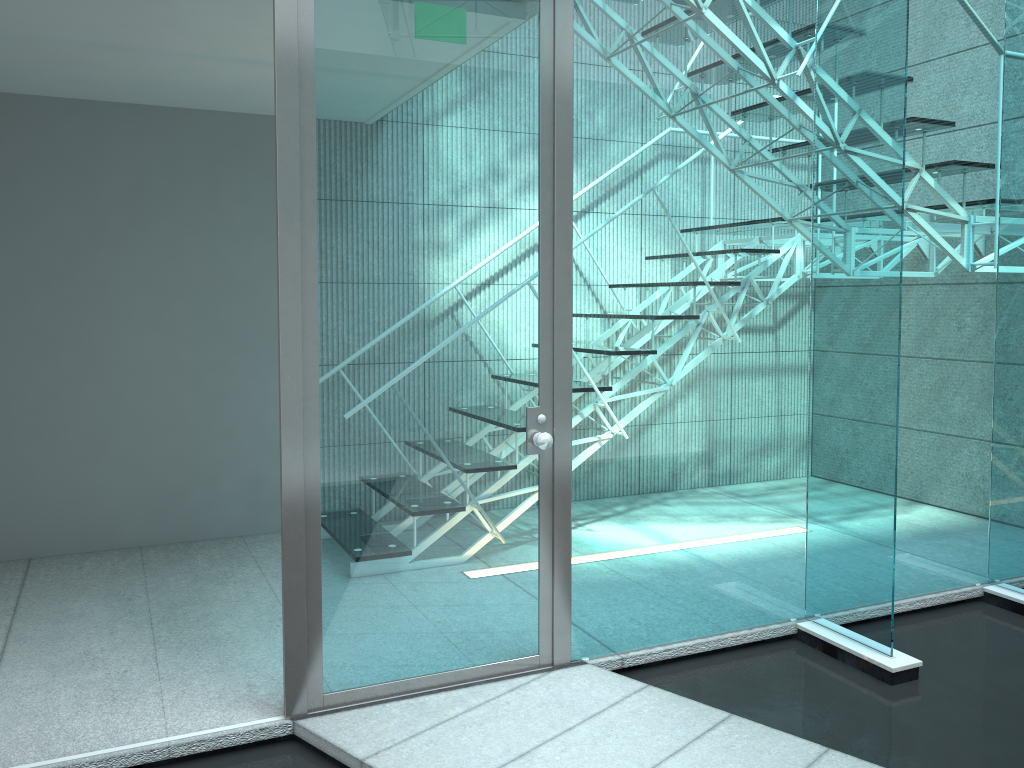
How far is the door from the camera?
2.3 meters

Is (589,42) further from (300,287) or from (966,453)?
(966,453)

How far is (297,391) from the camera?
2.3m

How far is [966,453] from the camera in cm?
344

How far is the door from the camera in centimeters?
234cm
